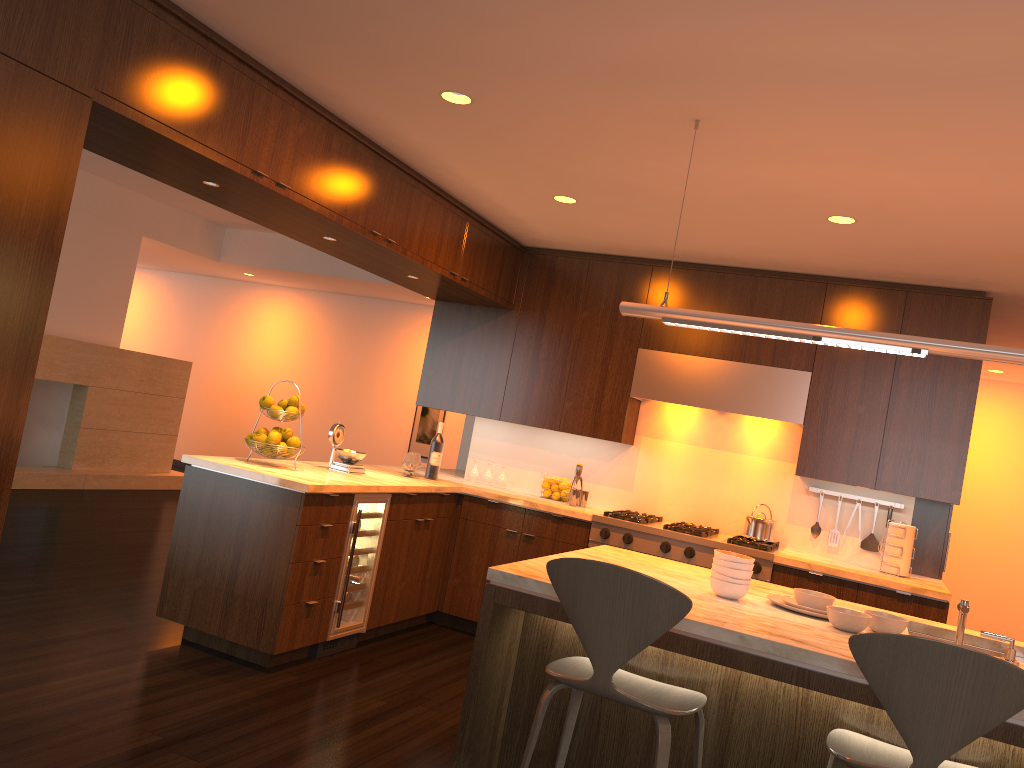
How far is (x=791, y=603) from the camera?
3.0 meters

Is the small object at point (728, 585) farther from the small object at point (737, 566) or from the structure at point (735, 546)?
the structure at point (735, 546)

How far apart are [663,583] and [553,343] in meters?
3.7

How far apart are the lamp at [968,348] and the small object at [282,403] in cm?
221

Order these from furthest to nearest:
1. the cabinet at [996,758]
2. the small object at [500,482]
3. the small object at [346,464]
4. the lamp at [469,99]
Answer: the small object at [500,482], the small object at [346,464], the lamp at [469,99], the cabinet at [996,758]

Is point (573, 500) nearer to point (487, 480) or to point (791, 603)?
point (487, 480)

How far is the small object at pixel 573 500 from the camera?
5.72m

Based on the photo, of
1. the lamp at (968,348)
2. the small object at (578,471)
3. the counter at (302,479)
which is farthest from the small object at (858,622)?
the small object at (578,471)

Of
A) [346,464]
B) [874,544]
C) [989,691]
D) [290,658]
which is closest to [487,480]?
[346,464]

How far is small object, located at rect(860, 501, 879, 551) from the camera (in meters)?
5.32
